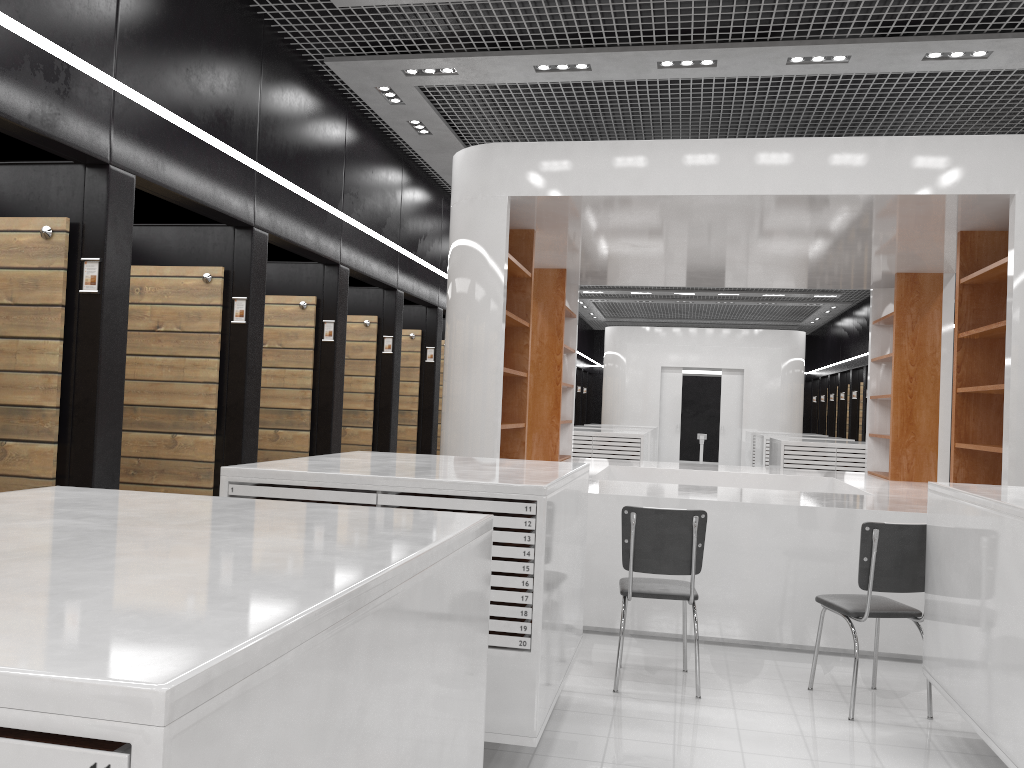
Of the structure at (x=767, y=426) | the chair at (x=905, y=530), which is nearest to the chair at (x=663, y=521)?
the chair at (x=905, y=530)

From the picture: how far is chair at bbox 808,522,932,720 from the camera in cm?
443

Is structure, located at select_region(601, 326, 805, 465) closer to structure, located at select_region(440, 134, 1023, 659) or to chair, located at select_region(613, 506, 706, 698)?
structure, located at select_region(440, 134, 1023, 659)

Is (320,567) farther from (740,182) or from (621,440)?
(621,440)

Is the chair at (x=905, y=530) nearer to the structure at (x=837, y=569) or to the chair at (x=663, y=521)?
the chair at (x=663, y=521)

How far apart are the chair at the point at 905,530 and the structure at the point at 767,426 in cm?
1402

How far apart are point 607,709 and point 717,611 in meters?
1.6 m

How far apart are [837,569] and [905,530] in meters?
1.3

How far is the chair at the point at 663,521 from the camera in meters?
4.7

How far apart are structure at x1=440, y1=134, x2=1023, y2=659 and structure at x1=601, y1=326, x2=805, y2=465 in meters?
9.0
